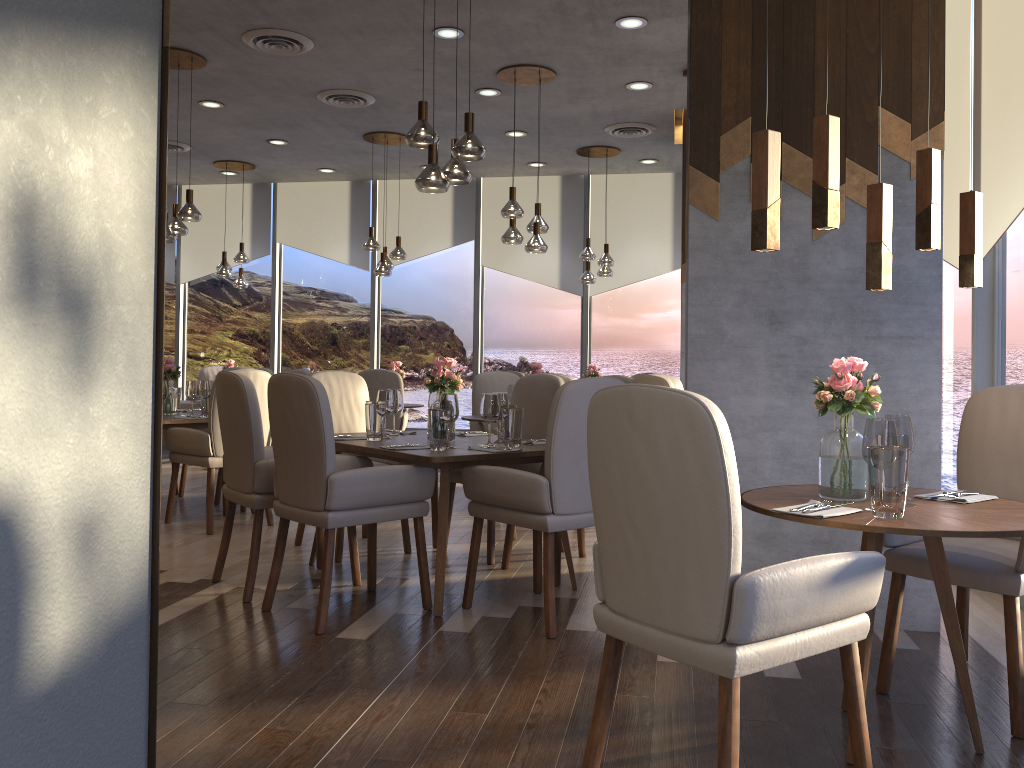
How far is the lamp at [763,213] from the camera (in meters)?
2.21

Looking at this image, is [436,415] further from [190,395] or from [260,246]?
[260,246]

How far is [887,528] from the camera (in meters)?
2.12

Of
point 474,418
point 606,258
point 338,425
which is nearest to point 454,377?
point 338,425

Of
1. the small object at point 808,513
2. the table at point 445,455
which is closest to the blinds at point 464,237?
the table at point 445,455

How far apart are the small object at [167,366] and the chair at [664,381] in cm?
323

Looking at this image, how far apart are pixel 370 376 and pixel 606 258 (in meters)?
2.65

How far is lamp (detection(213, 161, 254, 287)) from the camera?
9.4 meters

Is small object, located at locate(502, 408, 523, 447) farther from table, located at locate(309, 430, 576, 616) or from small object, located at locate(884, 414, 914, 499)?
small object, located at locate(884, 414, 914, 499)

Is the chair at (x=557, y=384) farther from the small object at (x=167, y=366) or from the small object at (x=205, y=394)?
the small object at (x=167, y=366)
